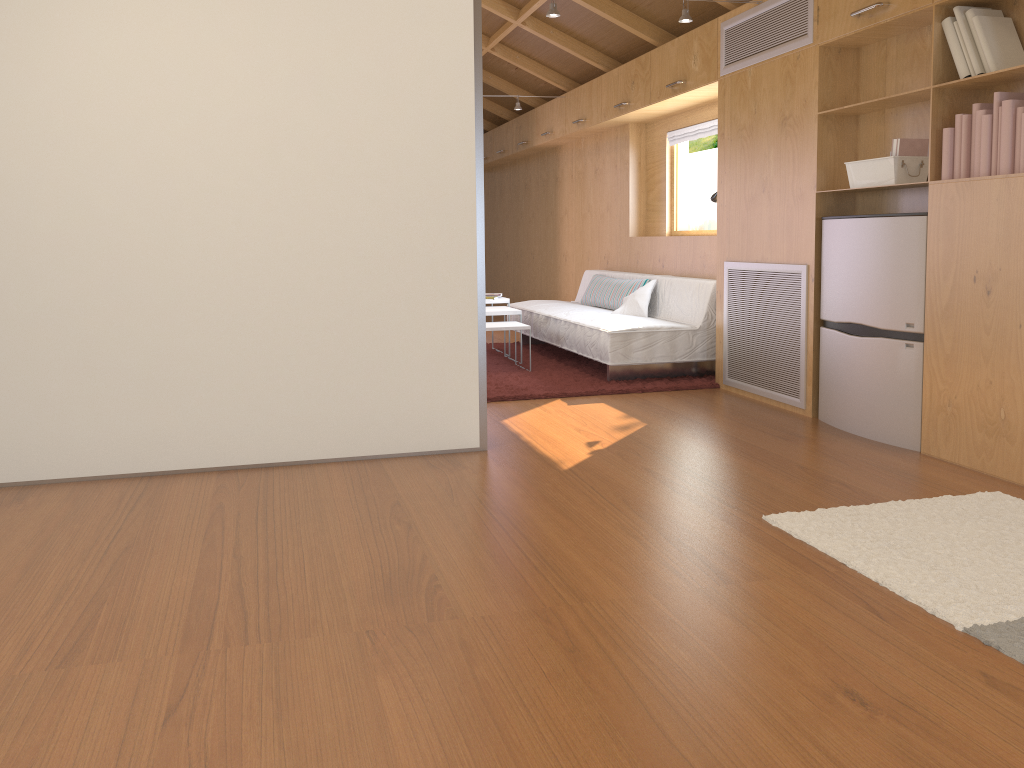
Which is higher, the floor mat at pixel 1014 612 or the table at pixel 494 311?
the table at pixel 494 311

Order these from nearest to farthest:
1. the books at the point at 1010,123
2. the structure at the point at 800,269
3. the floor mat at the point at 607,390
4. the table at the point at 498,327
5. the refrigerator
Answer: the books at the point at 1010,123 → the refrigerator → the structure at the point at 800,269 → the floor mat at the point at 607,390 → the table at the point at 498,327

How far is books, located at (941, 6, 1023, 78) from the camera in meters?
3.2 m

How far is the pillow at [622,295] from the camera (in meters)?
Result: 6.39

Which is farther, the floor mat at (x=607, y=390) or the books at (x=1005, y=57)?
the floor mat at (x=607, y=390)

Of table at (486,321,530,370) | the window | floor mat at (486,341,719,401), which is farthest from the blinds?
table at (486,321,530,370)

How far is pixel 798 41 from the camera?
4.3 meters

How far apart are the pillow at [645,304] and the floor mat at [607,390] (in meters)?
0.40

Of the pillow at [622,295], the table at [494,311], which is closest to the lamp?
the pillow at [622,295]

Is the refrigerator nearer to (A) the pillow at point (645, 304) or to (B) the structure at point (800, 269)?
(B) the structure at point (800, 269)
